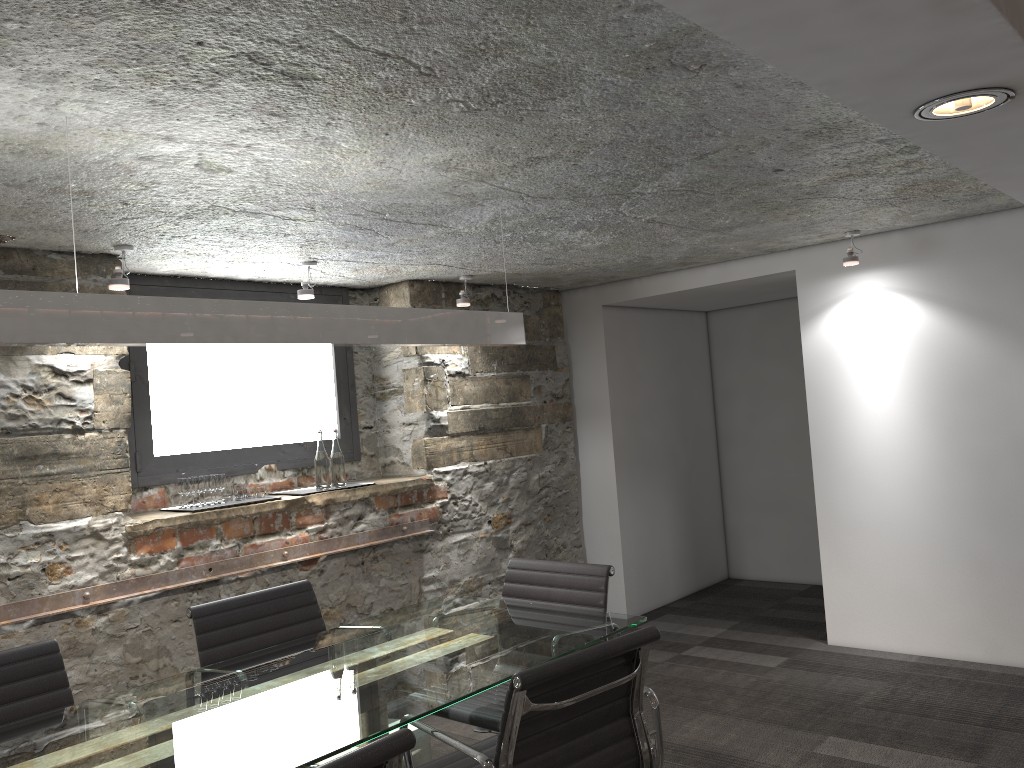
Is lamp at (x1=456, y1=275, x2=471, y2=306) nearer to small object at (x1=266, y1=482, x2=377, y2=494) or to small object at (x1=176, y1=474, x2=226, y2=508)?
small object at (x1=266, y1=482, x2=377, y2=494)

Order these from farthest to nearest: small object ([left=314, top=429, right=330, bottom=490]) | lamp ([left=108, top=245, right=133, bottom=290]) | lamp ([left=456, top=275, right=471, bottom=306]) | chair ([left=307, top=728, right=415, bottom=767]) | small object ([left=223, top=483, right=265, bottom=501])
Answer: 1. lamp ([left=456, top=275, right=471, bottom=306])
2. small object ([left=314, top=429, right=330, bottom=490])
3. small object ([left=223, top=483, right=265, bottom=501])
4. lamp ([left=108, top=245, right=133, bottom=290])
5. chair ([left=307, top=728, right=415, bottom=767])

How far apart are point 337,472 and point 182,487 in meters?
0.8

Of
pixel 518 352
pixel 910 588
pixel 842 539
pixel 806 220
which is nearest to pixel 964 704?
pixel 910 588

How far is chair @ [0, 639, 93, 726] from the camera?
2.5 meters

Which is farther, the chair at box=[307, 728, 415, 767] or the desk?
the desk

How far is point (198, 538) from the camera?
3.8 meters

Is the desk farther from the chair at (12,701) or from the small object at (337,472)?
the small object at (337,472)

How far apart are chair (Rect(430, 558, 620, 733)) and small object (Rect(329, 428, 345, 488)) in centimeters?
137cm

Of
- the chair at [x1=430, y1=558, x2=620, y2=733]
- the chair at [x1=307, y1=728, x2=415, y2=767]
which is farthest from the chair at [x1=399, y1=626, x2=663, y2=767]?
the chair at [x1=307, y1=728, x2=415, y2=767]
